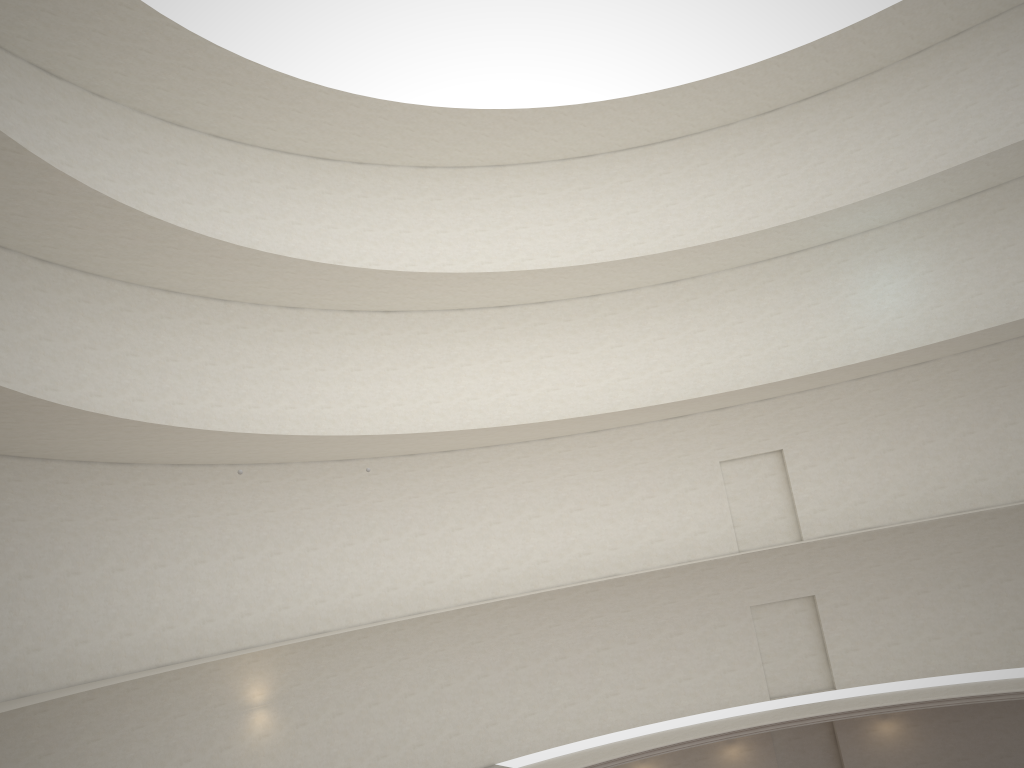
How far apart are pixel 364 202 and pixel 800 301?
12.98m
